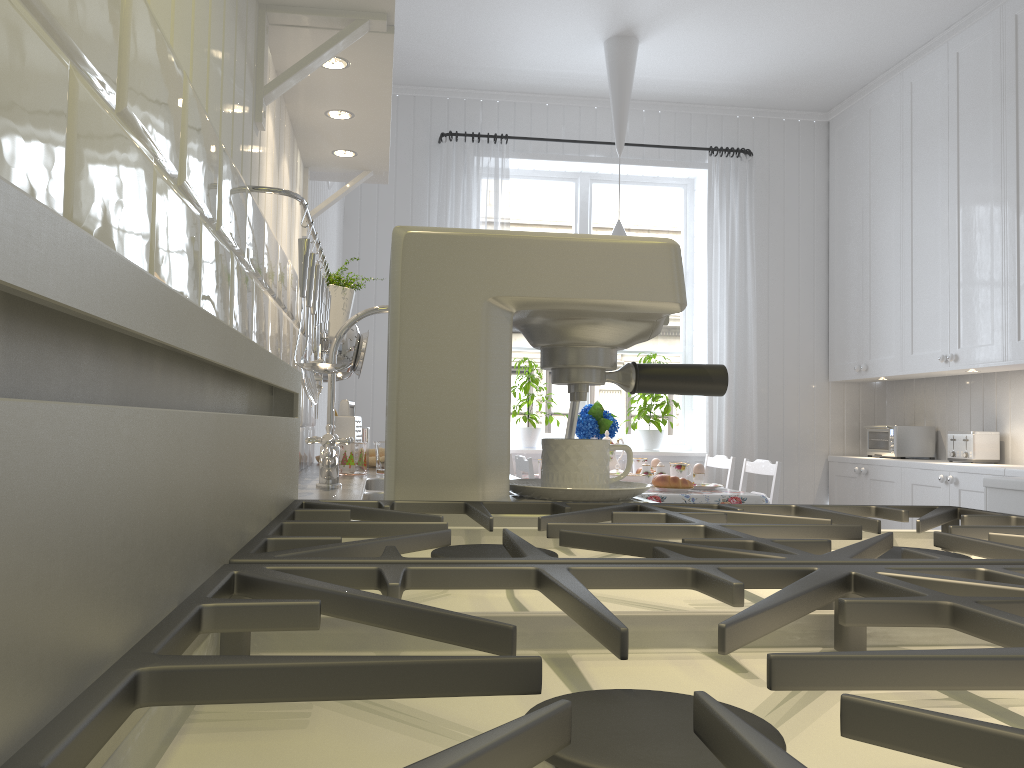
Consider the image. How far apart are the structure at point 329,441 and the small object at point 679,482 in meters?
1.9 m

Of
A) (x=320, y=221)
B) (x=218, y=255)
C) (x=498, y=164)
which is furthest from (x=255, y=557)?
(x=498, y=164)

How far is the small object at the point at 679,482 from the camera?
3.4m

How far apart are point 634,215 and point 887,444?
1.8m

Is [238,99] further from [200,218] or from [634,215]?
[634,215]

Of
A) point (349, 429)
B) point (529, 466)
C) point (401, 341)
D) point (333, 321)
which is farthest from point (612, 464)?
point (401, 341)

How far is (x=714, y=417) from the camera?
4.57m

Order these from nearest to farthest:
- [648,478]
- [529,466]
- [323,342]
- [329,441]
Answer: [329,441] → [323,342] → [529,466] → [648,478]

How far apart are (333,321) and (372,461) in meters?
0.6 m

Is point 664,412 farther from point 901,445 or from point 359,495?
point 359,495
